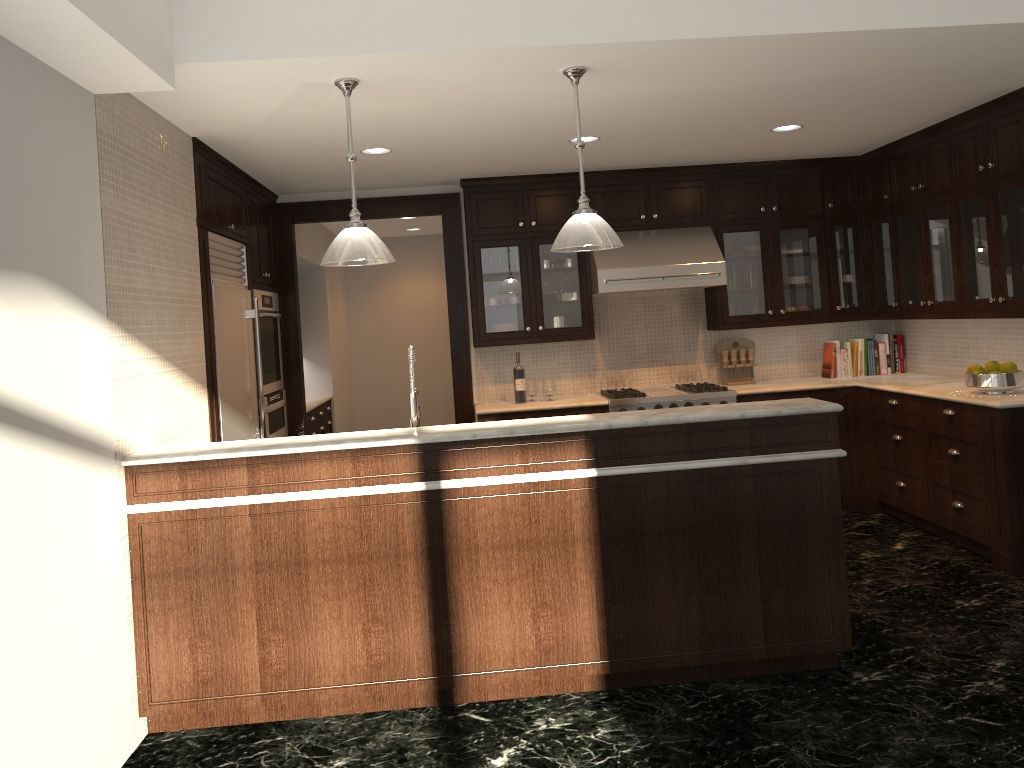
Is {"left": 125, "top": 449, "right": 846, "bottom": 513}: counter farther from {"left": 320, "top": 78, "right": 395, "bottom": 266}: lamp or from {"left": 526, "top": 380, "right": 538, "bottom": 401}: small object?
{"left": 526, "top": 380, "right": 538, "bottom": 401}: small object

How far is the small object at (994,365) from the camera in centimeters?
510cm

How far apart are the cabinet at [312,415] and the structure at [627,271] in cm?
276

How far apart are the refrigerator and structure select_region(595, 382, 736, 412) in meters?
2.4

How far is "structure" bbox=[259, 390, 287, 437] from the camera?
5.9 meters

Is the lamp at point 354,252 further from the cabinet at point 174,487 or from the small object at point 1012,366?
the small object at point 1012,366

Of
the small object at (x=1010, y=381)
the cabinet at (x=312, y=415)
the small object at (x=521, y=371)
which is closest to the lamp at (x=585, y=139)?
the small object at (x=521, y=371)

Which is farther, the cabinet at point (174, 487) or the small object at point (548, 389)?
the small object at point (548, 389)

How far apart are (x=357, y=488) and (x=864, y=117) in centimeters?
374cm

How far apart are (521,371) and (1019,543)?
3.32m
